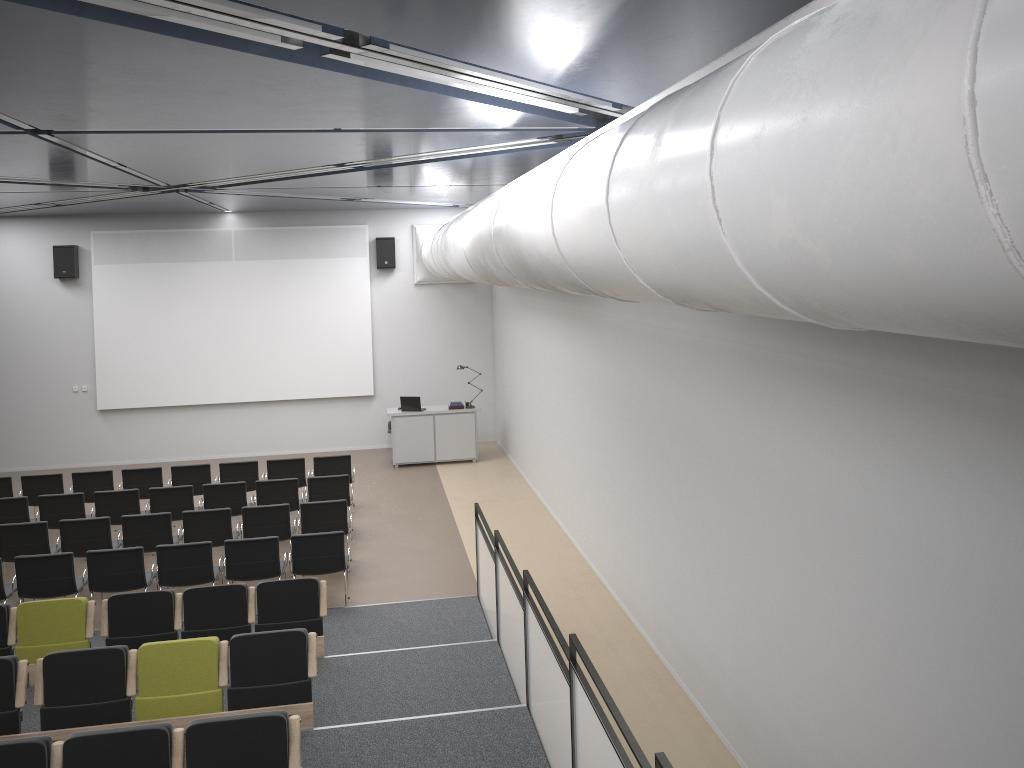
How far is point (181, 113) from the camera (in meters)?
6.38

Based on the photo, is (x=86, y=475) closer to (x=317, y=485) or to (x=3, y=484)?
(x=3, y=484)

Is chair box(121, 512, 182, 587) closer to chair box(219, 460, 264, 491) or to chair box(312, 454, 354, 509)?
chair box(219, 460, 264, 491)

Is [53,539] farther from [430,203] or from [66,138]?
[430,203]

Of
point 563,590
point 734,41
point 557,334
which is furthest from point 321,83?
point 557,334

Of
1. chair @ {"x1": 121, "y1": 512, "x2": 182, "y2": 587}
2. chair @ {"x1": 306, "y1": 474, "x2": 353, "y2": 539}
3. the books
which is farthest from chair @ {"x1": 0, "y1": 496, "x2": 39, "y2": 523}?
the books

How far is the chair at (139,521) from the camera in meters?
10.4 m

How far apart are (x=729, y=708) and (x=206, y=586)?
4.6m

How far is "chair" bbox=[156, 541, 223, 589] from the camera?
9.2 meters

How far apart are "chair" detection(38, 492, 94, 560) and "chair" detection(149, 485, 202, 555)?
0.9 meters
